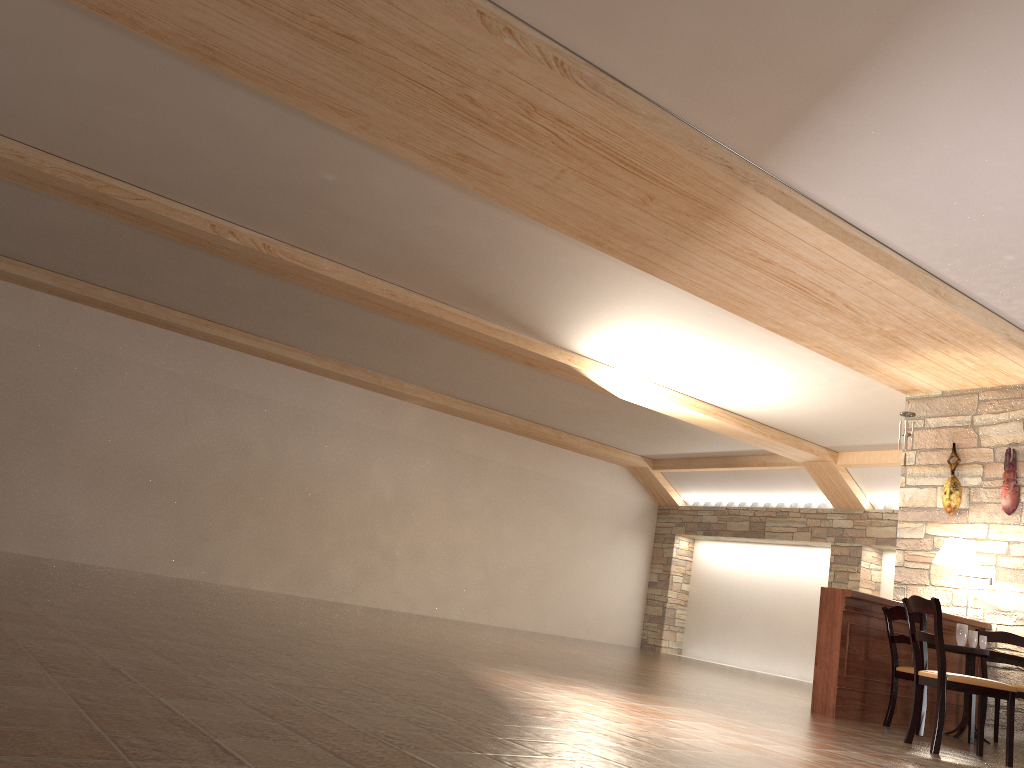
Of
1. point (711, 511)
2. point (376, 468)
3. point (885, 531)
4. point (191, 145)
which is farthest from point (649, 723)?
point (711, 511)

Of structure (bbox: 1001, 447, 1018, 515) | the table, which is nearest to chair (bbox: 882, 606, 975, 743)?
the table

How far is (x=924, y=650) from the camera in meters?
6.2 m

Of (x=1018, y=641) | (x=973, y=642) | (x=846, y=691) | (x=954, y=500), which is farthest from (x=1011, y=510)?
(x=846, y=691)

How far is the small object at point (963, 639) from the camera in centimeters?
670cm

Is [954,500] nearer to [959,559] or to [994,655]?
[959,559]

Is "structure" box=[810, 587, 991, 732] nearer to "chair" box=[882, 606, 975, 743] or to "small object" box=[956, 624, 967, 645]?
"chair" box=[882, 606, 975, 743]

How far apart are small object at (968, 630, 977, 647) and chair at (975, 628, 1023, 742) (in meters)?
0.50

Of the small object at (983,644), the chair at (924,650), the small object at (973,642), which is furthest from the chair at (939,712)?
the small object at (973,642)

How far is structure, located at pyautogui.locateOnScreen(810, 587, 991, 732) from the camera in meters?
6.4 m
